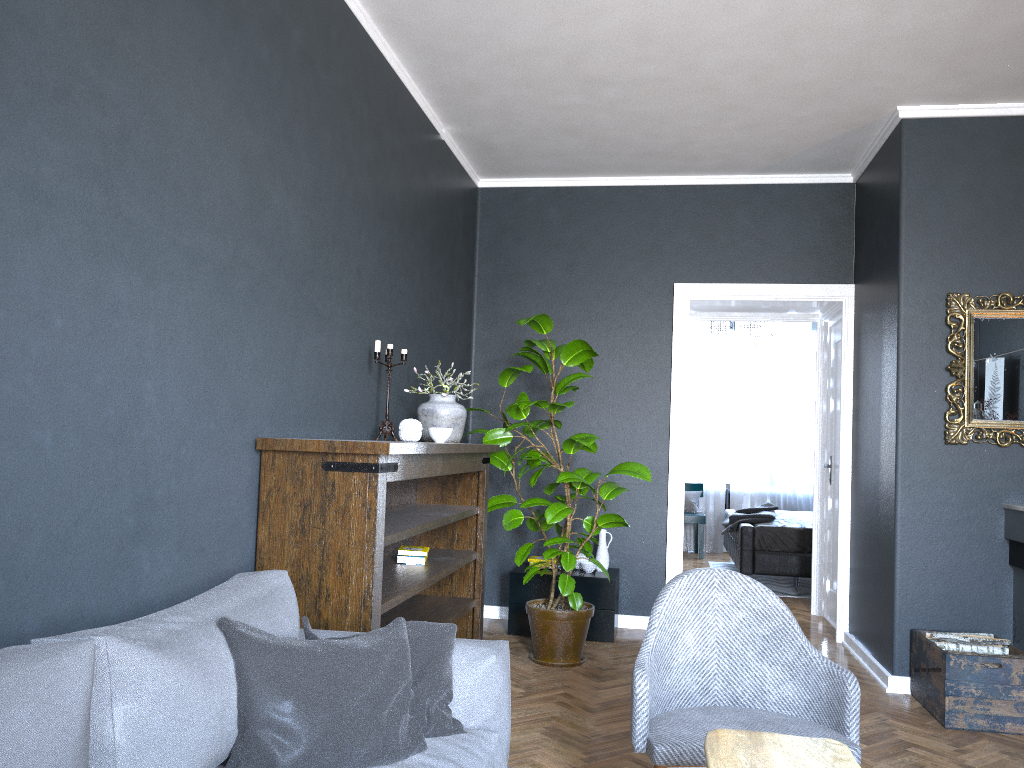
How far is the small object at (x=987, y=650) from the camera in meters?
4.0 m

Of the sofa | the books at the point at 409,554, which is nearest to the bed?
the books at the point at 409,554

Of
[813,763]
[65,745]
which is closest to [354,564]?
[65,745]

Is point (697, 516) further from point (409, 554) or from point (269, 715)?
point (269, 715)

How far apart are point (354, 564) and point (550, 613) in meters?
2.1

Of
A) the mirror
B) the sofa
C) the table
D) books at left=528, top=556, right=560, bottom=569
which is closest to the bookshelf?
the sofa

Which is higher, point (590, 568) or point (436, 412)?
point (436, 412)

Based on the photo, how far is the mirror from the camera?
4.4 meters

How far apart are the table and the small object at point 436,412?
2.4 meters

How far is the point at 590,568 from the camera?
5.5m
